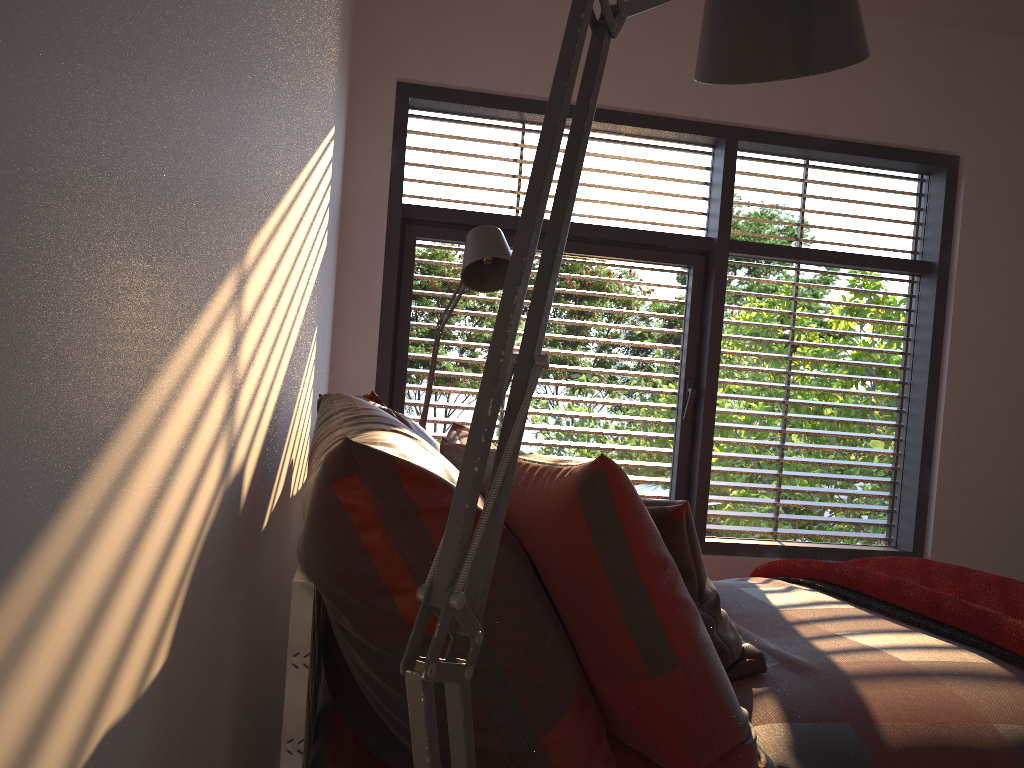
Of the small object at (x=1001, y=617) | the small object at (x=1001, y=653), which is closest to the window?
the small object at (x=1001, y=617)

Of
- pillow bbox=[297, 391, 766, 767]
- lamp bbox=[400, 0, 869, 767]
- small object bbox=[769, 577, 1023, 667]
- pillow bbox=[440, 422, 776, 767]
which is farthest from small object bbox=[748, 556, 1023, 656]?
lamp bbox=[400, 0, 869, 767]

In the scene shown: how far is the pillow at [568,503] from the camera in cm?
122

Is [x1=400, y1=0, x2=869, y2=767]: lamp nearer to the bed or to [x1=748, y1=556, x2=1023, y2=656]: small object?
the bed

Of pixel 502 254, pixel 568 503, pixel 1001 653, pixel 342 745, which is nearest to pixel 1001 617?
pixel 1001 653

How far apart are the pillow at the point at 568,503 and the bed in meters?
0.0

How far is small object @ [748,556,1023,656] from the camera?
1.99m

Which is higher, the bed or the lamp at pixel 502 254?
the lamp at pixel 502 254

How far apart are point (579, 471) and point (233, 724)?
0.63m

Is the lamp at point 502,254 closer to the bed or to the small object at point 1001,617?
the bed
